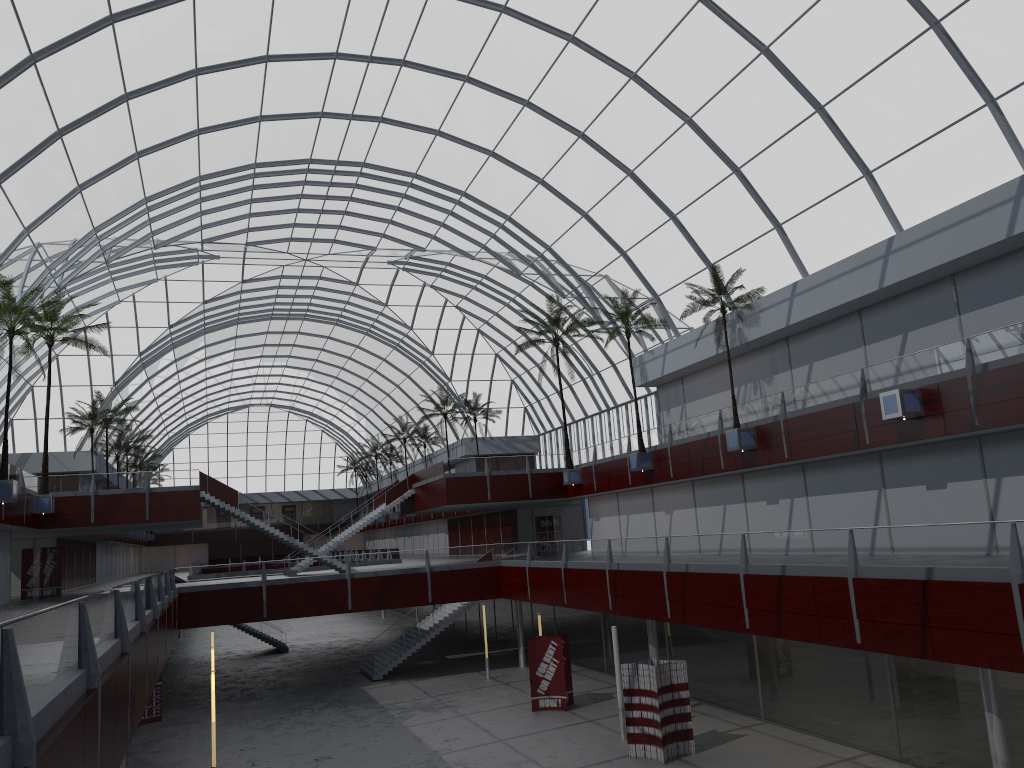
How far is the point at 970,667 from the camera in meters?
25.6 m
